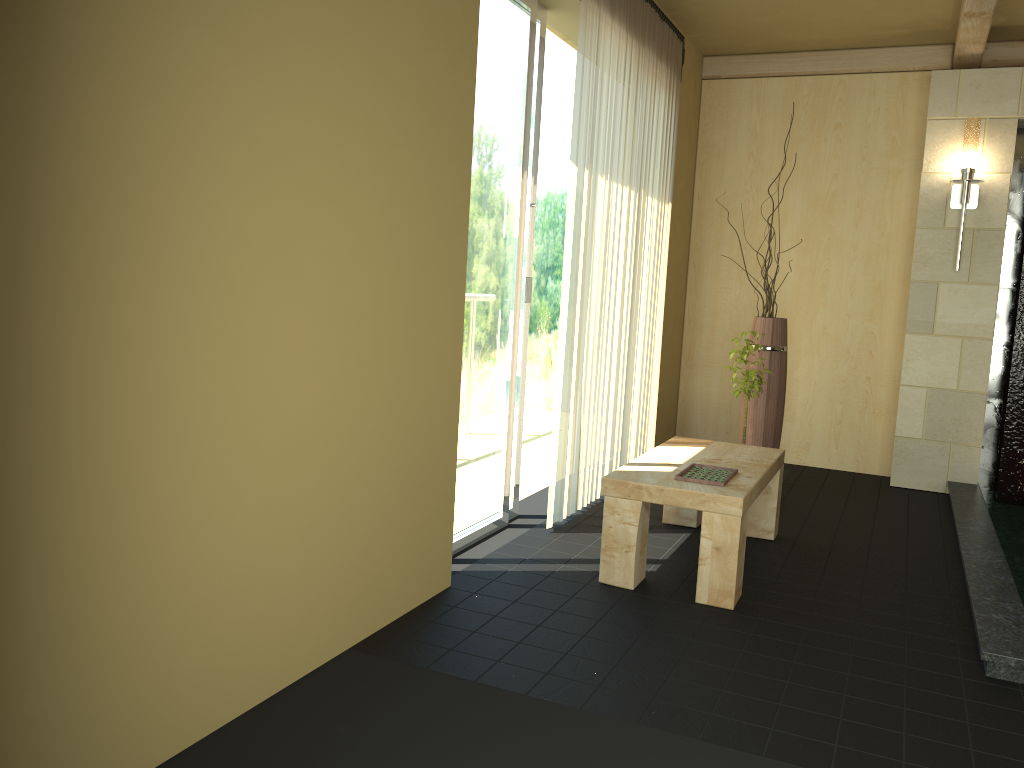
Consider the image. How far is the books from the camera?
3.28m

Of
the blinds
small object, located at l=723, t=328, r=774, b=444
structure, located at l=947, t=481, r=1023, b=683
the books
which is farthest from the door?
structure, located at l=947, t=481, r=1023, b=683

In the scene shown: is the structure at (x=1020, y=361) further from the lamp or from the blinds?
the blinds

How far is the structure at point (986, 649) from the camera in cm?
268

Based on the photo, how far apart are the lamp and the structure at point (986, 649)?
1.6m

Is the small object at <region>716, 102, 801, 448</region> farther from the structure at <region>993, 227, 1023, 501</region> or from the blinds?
the structure at <region>993, 227, 1023, 501</region>

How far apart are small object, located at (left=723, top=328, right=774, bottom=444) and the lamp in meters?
1.5 m

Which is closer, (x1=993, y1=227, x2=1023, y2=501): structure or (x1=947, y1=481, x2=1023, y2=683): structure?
(x1=947, y1=481, x2=1023, y2=683): structure

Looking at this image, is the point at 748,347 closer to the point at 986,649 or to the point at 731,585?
the point at 731,585

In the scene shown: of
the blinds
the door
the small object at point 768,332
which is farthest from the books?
the small object at point 768,332
